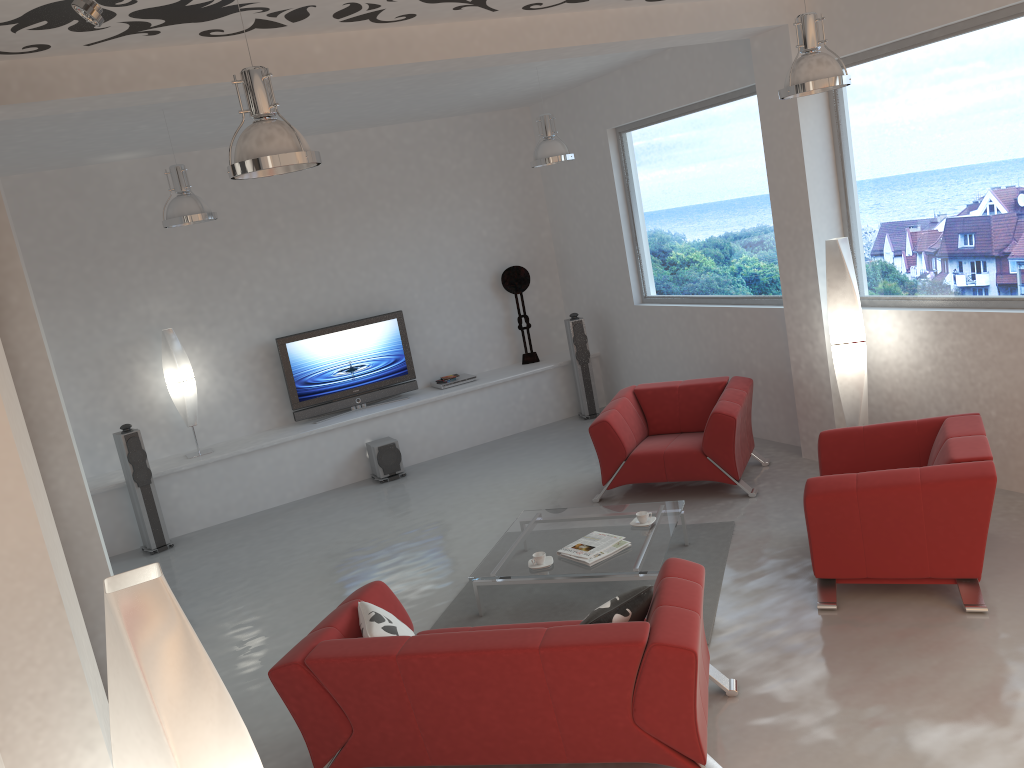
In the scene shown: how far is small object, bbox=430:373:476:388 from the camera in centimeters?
966cm

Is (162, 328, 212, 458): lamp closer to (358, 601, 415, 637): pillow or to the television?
the television

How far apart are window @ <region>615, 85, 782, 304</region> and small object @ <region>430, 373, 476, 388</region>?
2.08m

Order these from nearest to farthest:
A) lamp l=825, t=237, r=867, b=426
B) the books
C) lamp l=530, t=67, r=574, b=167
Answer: the books
lamp l=825, t=237, r=867, b=426
lamp l=530, t=67, r=574, b=167

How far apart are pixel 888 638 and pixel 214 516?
6.2 meters

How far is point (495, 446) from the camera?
9.40m

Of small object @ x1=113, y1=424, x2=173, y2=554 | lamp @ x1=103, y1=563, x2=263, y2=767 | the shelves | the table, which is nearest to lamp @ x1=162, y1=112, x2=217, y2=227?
small object @ x1=113, y1=424, x2=173, y2=554

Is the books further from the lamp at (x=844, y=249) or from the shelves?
the shelves

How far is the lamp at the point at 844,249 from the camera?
6.14m

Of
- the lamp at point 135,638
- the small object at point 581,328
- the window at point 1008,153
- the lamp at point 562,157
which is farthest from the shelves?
the lamp at point 135,638
